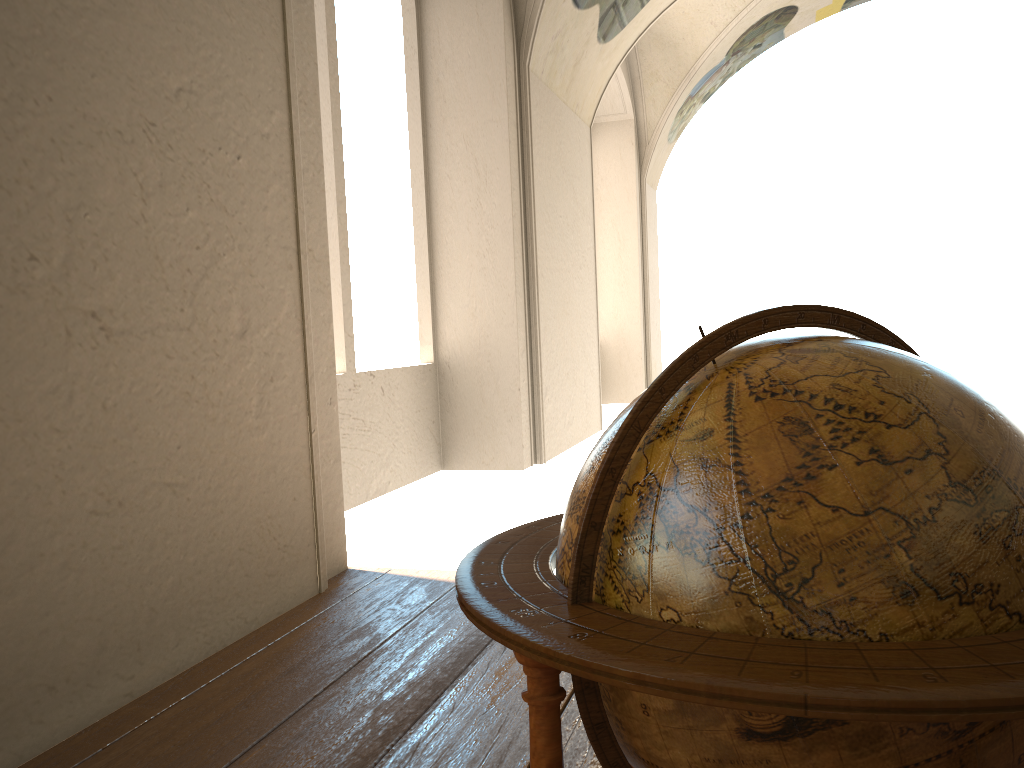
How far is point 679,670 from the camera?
1.11m

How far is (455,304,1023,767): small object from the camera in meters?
1.1

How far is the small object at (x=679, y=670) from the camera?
1.1 meters

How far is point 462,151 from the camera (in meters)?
9.12
